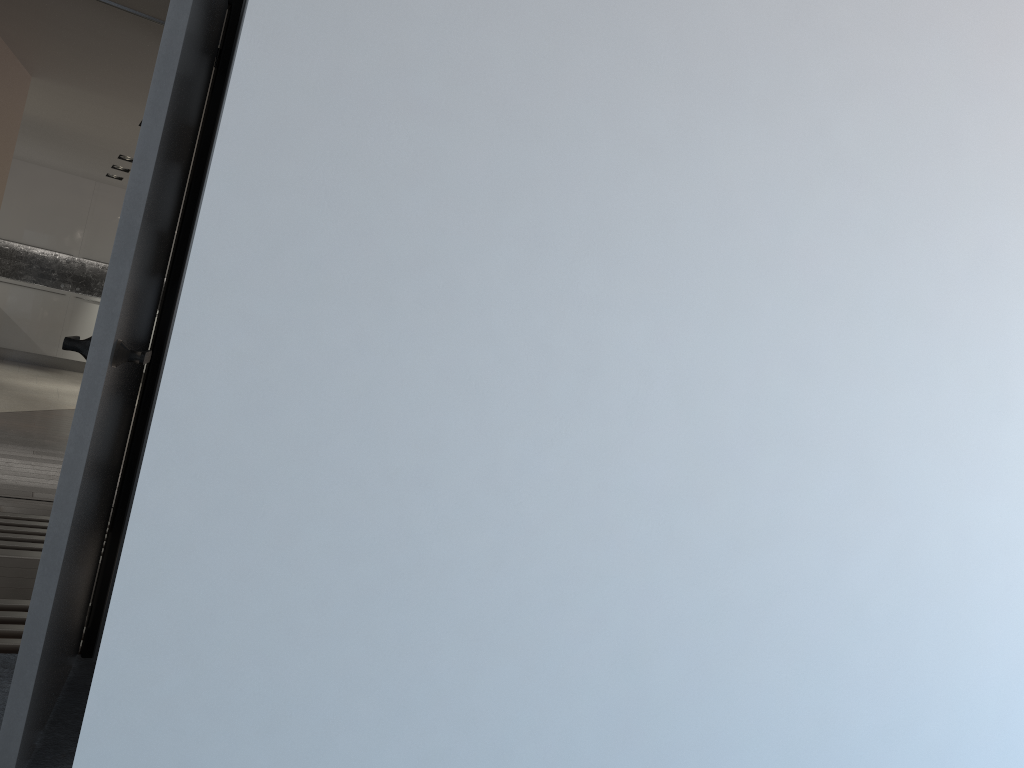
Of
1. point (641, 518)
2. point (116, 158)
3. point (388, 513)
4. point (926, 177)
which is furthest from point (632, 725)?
point (116, 158)

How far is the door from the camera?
1.88m

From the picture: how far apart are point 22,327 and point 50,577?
11.2 meters

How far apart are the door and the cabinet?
10.2 meters

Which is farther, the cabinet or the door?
the cabinet

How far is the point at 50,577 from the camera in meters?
1.9

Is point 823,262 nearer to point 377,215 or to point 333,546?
point 377,215

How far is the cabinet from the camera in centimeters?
1158cm

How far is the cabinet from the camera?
11.58m

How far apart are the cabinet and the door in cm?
1025
